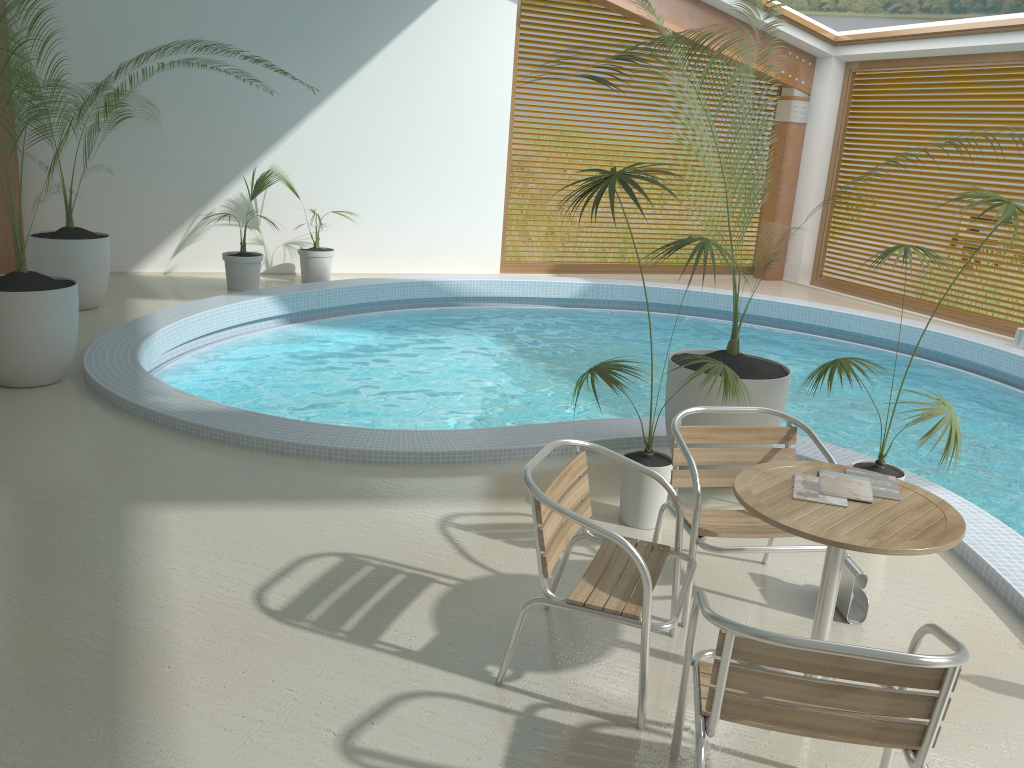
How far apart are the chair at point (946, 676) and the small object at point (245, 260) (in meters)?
7.61

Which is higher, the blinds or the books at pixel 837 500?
the blinds

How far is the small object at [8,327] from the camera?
5.41m

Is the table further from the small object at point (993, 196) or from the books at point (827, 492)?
the small object at point (993, 196)

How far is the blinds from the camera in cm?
1033

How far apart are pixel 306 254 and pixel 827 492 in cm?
795

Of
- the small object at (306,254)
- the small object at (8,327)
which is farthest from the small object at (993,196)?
the small object at (306,254)

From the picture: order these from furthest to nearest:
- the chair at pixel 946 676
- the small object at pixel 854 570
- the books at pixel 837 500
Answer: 1. the small object at pixel 854 570
2. the books at pixel 837 500
3. the chair at pixel 946 676

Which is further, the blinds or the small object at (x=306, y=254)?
the blinds

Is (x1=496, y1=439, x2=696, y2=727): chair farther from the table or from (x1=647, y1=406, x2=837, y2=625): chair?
the table
